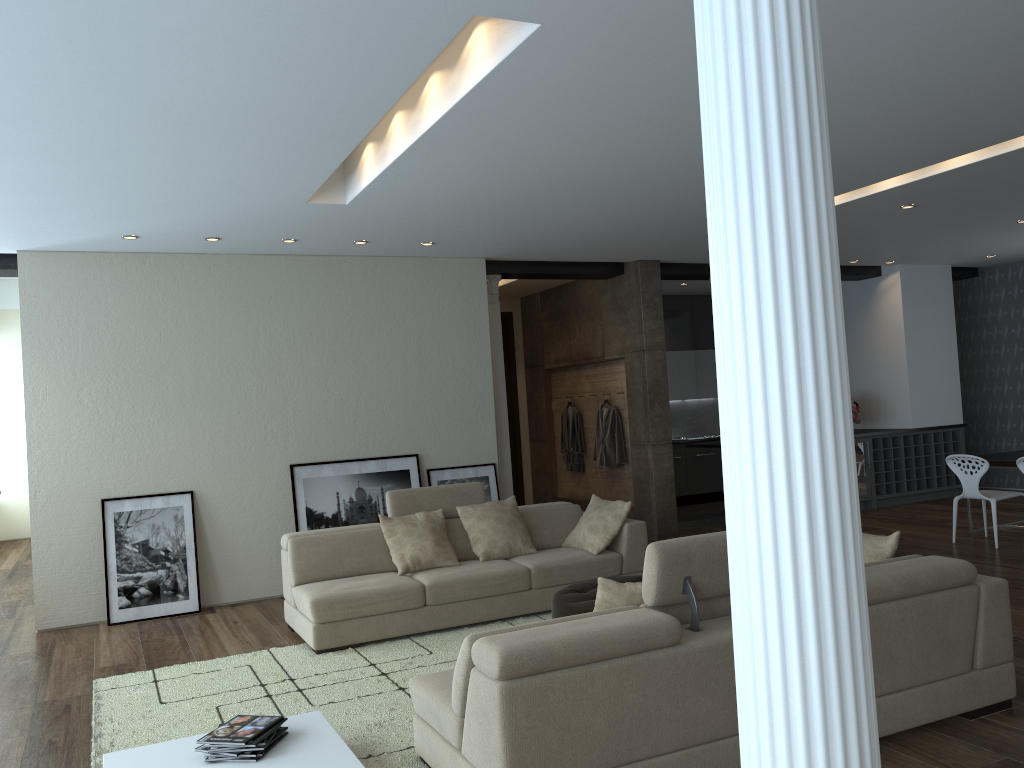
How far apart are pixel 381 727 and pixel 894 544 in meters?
2.7

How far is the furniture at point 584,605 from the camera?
5.06m

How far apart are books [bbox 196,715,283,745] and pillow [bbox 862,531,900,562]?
2.91m

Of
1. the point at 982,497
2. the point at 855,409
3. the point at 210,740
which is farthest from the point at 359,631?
the point at 855,409

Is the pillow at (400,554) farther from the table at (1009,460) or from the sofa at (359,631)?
the table at (1009,460)

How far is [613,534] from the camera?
6.64m

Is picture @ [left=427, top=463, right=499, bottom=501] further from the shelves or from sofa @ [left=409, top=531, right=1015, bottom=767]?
the shelves

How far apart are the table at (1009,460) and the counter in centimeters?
199cm

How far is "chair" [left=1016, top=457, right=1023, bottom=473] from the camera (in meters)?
7.55

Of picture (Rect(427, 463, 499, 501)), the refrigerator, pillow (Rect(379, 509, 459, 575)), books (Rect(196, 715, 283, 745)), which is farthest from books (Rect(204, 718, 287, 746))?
the refrigerator
